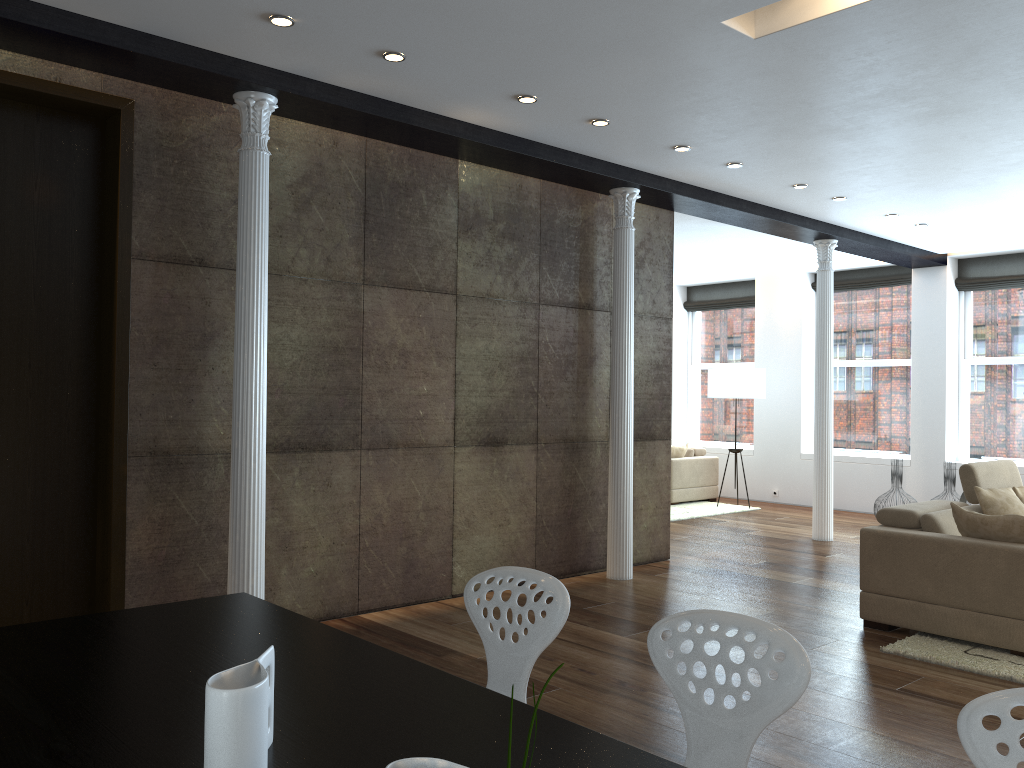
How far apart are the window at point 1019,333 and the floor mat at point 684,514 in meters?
2.5

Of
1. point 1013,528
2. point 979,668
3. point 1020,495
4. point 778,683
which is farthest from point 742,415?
point 778,683

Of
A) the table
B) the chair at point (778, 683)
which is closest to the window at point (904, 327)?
the chair at point (778, 683)

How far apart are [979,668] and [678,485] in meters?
6.7 m

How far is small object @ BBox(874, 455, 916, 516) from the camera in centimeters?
953cm

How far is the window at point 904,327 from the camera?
10.72m

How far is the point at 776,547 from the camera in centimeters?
807cm

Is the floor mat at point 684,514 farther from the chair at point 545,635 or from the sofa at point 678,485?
the chair at point 545,635

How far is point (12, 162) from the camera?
4.3 meters

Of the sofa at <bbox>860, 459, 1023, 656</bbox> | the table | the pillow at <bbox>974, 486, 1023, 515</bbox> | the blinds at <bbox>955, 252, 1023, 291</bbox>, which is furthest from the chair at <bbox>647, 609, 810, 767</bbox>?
the blinds at <bbox>955, 252, 1023, 291</bbox>
